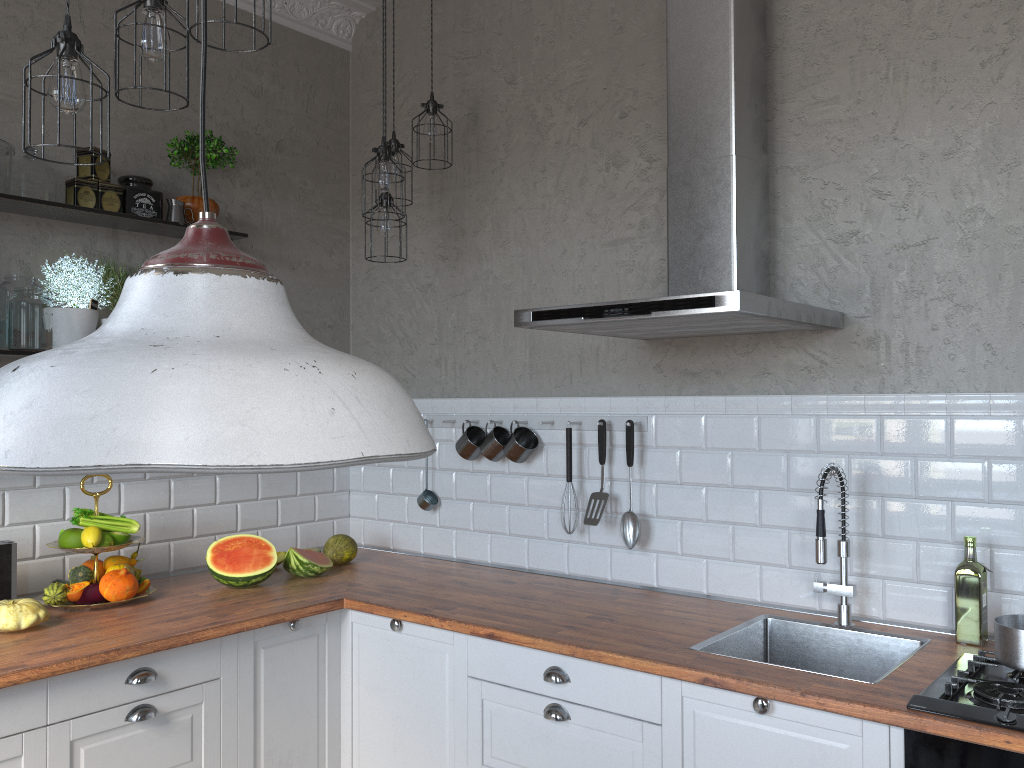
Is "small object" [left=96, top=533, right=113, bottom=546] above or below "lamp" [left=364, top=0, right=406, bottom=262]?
below

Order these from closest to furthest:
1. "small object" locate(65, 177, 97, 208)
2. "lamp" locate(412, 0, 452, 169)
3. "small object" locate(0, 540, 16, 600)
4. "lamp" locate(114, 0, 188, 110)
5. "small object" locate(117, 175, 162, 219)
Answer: "lamp" locate(114, 0, 188, 110)
"small object" locate(0, 540, 16, 600)
"small object" locate(65, 177, 97, 208)
"small object" locate(117, 175, 162, 219)
"lamp" locate(412, 0, 452, 169)

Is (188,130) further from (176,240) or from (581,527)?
(581,527)

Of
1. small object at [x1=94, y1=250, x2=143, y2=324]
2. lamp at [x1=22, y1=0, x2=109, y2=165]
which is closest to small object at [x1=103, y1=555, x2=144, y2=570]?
small object at [x1=94, y1=250, x2=143, y2=324]

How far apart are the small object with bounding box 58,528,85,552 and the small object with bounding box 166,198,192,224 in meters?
1.2 m

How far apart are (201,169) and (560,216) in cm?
269

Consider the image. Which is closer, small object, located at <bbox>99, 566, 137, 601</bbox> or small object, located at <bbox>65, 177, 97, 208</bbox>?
small object, located at <bbox>99, 566, 137, 601</bbox>

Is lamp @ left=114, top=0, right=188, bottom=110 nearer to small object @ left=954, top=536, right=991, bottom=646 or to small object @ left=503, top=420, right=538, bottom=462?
small object @ left=503, top=420, right=538, bottom=462

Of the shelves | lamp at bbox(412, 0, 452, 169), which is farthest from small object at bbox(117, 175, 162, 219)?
lamp at bbox(412, 0, 452, 169)

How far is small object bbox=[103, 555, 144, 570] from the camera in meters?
3.0 m
